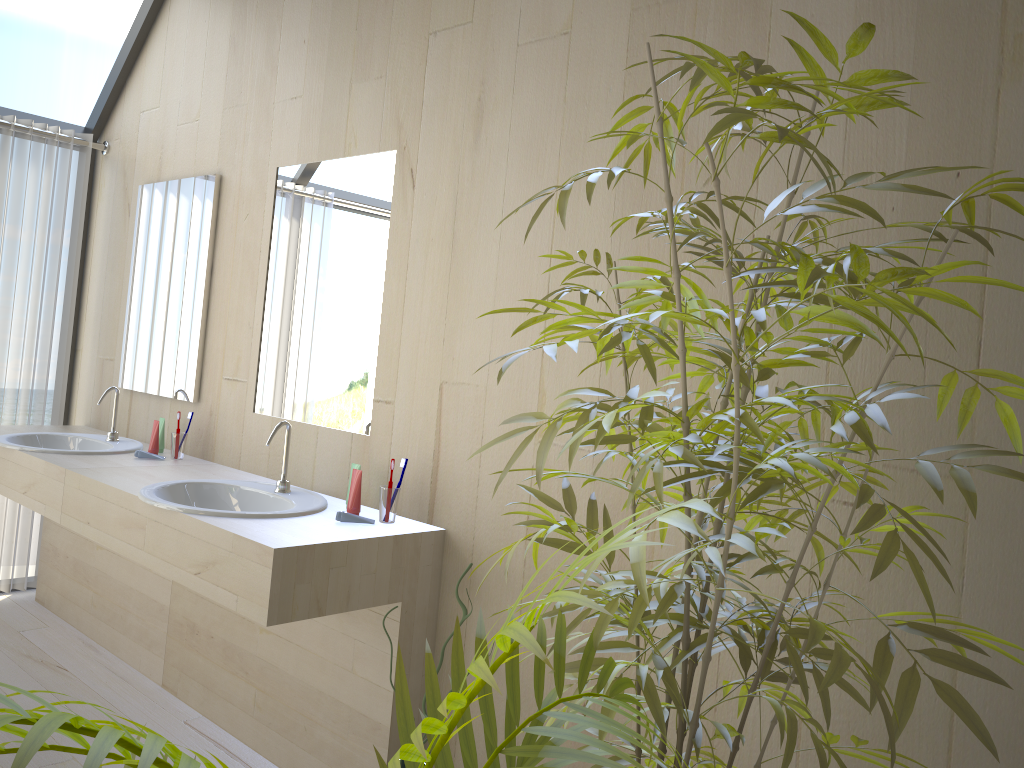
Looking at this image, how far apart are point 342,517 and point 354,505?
0.1 meters

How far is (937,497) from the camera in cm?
157

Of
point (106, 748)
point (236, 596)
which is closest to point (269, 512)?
point (236, 596)

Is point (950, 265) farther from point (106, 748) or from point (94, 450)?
point (94, 450)

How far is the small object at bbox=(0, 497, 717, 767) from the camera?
0.6m

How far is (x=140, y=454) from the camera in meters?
3.2

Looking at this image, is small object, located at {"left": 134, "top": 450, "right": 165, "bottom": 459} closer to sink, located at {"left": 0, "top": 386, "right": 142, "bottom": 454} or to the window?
sink, located at {"left": 0, "top": 386, "right": 142, "bottom": 454}

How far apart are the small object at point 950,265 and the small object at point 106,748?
0.0m

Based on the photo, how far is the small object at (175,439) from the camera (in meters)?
3.23

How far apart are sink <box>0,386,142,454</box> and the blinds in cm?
46
